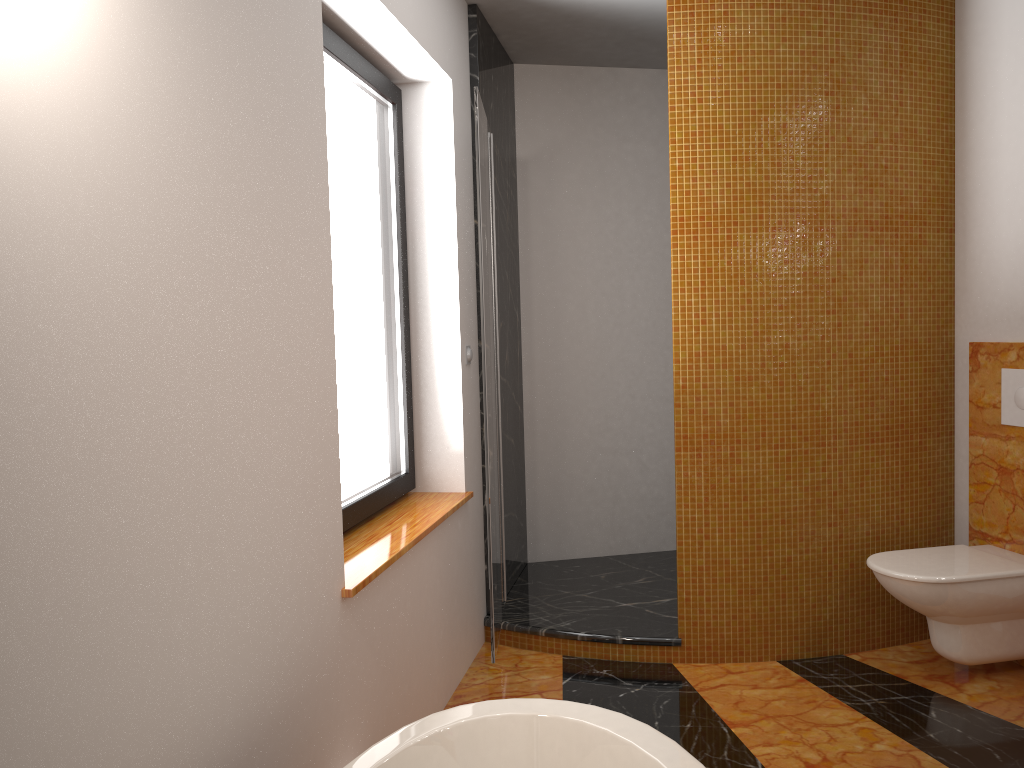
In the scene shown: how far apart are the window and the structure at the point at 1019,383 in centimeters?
215cm

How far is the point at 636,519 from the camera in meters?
4.5 m

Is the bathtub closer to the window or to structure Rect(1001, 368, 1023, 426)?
the window

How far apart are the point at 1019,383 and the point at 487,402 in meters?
1.9

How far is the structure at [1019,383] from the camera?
3.08m

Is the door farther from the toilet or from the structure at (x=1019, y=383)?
the structure at (x=1019, y=383)

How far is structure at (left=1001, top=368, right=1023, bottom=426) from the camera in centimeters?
308cm

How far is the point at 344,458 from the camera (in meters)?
2.61

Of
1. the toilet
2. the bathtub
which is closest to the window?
the bathtub

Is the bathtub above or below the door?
below
